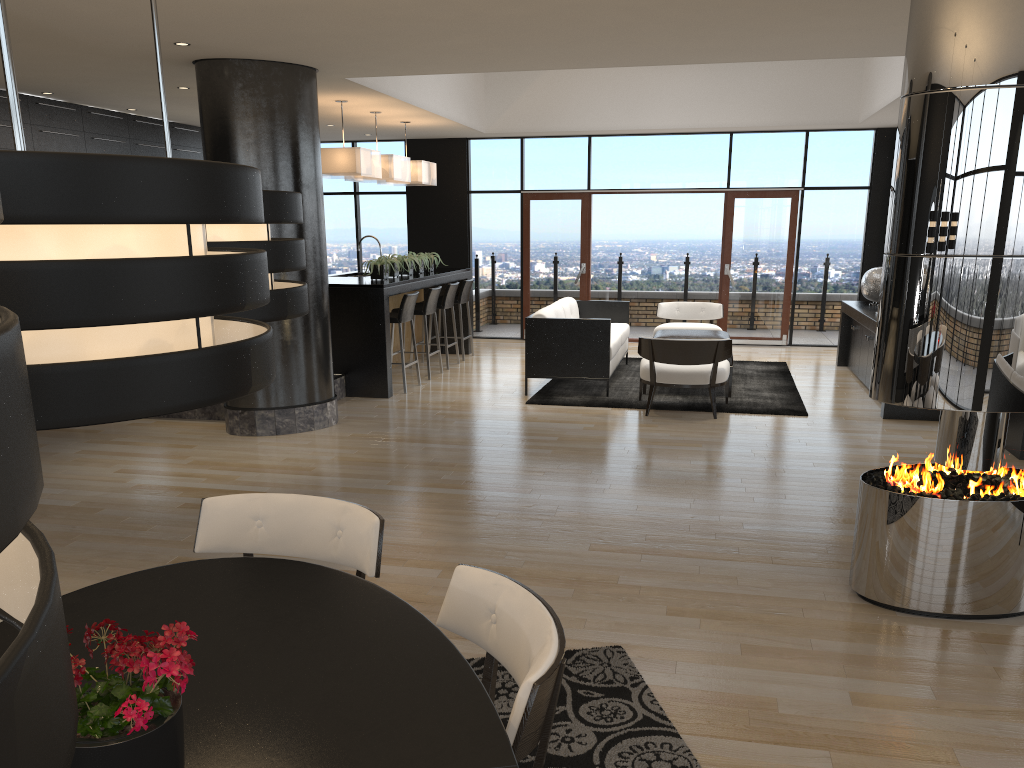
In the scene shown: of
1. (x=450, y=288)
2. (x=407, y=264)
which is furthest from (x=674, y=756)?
(x=450, y=288)

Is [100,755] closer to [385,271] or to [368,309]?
[368,309]

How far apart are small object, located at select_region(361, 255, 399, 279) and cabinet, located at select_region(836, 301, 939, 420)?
4.72m

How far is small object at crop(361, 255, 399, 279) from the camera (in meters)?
8.89

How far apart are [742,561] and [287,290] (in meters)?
3.09

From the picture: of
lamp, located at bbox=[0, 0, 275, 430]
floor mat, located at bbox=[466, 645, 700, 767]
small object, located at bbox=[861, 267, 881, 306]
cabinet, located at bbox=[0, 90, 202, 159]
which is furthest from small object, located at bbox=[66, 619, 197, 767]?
small object, located at bbox=[861, 267, 881, 306]

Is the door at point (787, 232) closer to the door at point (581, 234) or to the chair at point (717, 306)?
the chair at point (717, 306)

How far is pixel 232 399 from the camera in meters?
1.0 m

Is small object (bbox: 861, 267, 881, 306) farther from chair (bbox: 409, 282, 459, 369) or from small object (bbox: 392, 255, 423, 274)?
small object (bbox: 392, 255, 423, 274)

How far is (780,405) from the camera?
7.99m
